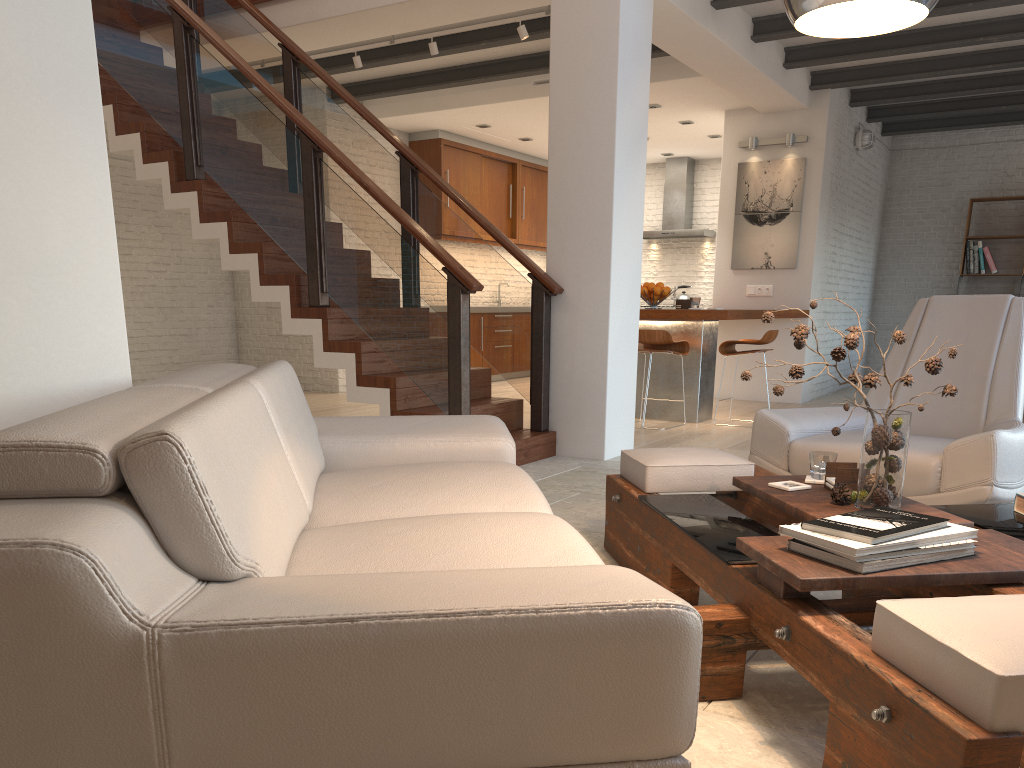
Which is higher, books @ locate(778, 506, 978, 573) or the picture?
the picture

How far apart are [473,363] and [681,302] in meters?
3.9 m

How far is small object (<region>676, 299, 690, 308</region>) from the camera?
7.46m

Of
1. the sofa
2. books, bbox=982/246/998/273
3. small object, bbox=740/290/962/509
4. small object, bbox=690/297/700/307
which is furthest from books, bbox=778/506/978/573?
books, bbox=982/246/998/273

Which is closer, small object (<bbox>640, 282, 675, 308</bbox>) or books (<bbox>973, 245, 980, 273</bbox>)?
small object (<bbox>640, 282, 675, 308</bbox>)

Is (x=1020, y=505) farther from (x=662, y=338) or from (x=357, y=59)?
(x=357, y=59)

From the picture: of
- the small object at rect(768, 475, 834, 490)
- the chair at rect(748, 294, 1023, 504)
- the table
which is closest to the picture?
the chair at rect(748, 294, 1023, 504)

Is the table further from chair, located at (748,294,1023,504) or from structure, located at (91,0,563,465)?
structure, located at (91,0,563,465)

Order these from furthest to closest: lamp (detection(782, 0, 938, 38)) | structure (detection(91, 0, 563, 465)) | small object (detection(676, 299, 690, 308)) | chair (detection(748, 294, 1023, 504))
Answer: small object (detection(676, 299, 690, 308)) < structure (detection(91, 0, 563, 465)) < chair (detection(748, 294, 1023, 504)) < lamp (detection(782, 0, 938, 38))

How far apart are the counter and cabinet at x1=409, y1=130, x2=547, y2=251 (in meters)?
3.77
